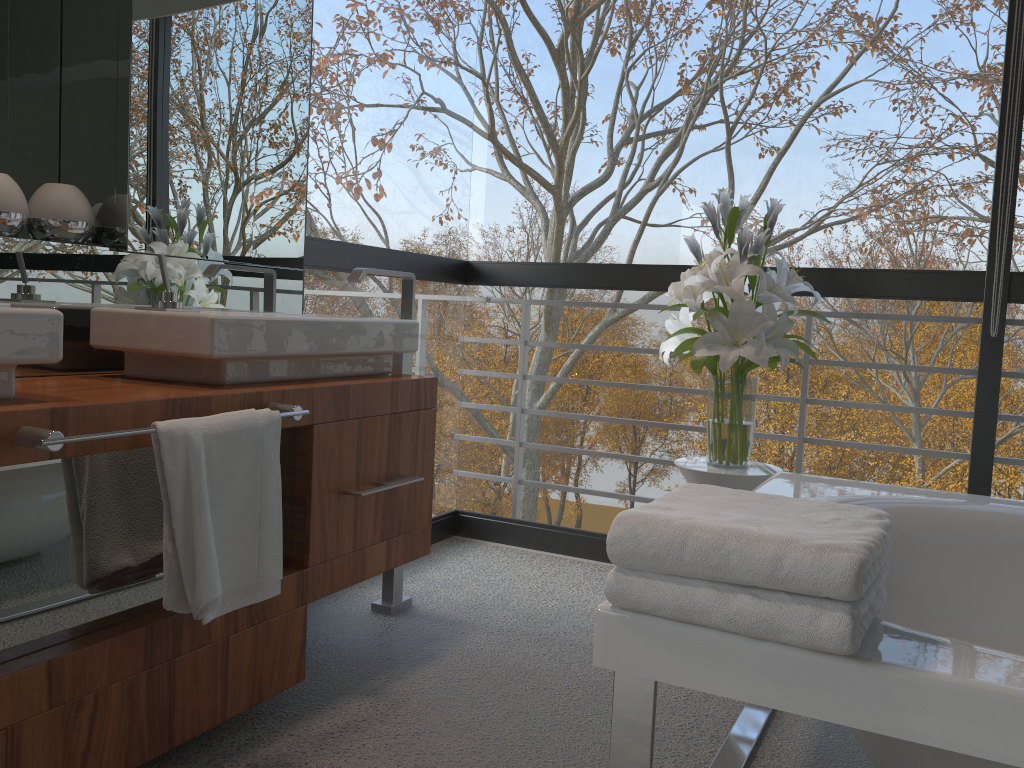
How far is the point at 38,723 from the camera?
1.4 meters

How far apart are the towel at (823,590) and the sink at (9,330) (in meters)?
0.94

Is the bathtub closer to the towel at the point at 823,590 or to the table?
the towel at the point at 823,590

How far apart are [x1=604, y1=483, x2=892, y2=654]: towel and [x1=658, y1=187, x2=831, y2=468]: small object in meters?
1.0 m

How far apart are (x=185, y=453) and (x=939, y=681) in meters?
1.2 m

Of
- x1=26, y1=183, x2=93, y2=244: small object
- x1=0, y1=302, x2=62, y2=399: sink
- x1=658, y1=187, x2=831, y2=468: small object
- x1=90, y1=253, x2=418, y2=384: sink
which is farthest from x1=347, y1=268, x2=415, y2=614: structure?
x1=0, y1=302, x2=62, y2=399: sink

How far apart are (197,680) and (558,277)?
2.0m

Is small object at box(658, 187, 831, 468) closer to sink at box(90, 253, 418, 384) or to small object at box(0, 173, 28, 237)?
sink at box(90, 253, 418, 384)

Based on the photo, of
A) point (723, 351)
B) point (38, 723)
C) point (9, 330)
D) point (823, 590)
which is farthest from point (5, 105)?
point (823, 590)

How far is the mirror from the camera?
1.95m
